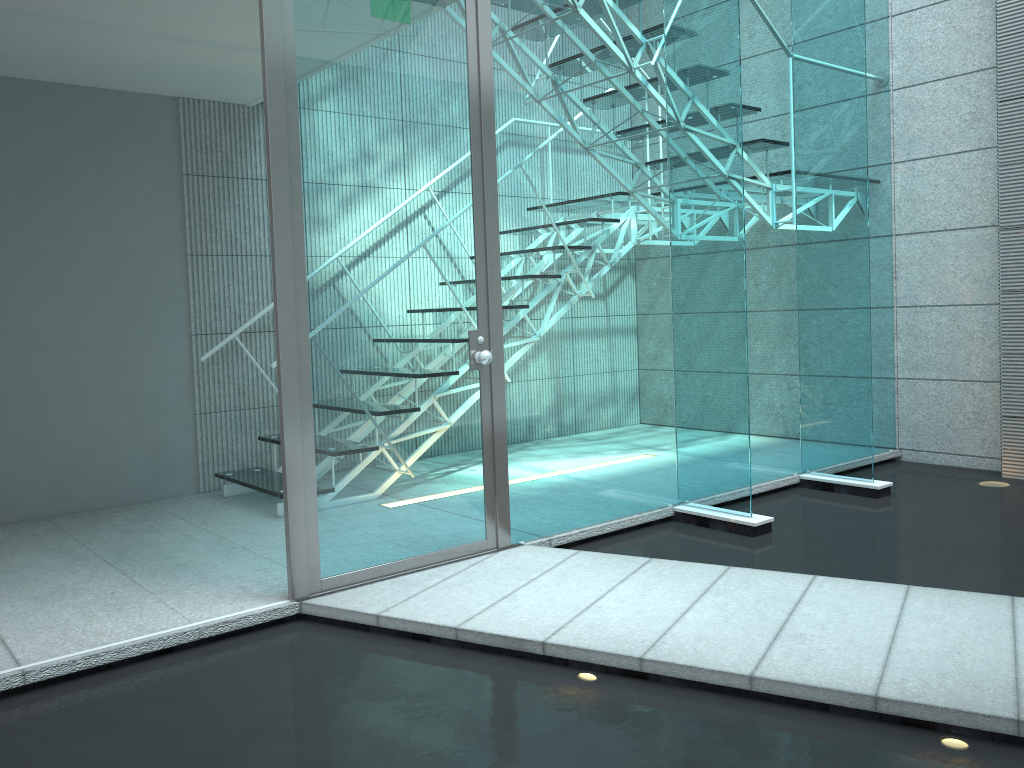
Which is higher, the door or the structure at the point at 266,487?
the door

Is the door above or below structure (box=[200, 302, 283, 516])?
above

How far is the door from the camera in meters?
2.7

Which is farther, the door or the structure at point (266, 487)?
the structure at point (266, 487)

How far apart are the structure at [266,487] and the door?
1.1m

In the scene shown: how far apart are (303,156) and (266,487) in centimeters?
183cm

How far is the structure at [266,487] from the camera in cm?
404

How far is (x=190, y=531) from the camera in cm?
372

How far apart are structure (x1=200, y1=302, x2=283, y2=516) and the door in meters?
1.1 m
